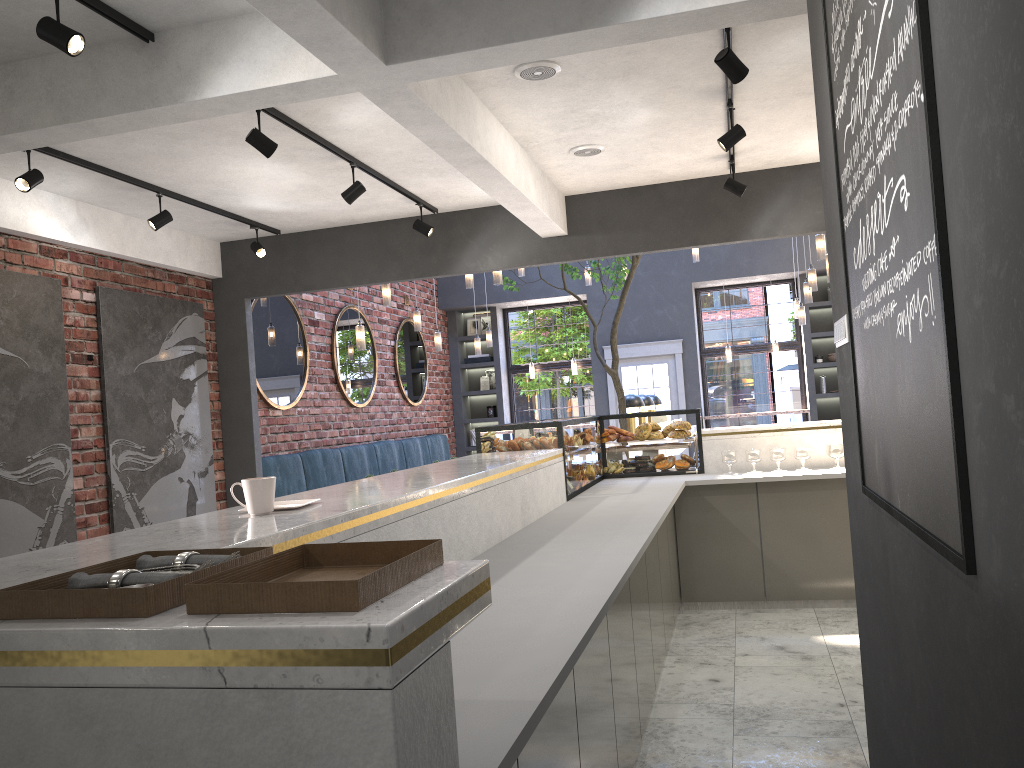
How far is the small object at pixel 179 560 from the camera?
1.4 meters

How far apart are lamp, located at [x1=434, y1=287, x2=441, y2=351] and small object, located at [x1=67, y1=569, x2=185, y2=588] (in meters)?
9.10

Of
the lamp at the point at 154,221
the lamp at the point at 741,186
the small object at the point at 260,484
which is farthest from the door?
the small object at the point at 260,484

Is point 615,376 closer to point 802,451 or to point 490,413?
point 802,451

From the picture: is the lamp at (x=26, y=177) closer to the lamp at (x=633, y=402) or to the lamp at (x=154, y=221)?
the lamp at (x=154, y=221)

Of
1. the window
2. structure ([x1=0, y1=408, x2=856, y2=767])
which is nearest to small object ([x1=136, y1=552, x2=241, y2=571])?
structure ([x1=0, y1=408, x2=856, y2=767])

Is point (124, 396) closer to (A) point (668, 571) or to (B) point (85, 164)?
(B) point (85, 164)

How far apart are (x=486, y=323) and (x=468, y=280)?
5.4 meters

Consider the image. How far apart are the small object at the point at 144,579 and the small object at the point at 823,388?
12.2m

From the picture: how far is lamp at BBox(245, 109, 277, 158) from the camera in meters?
4.3
